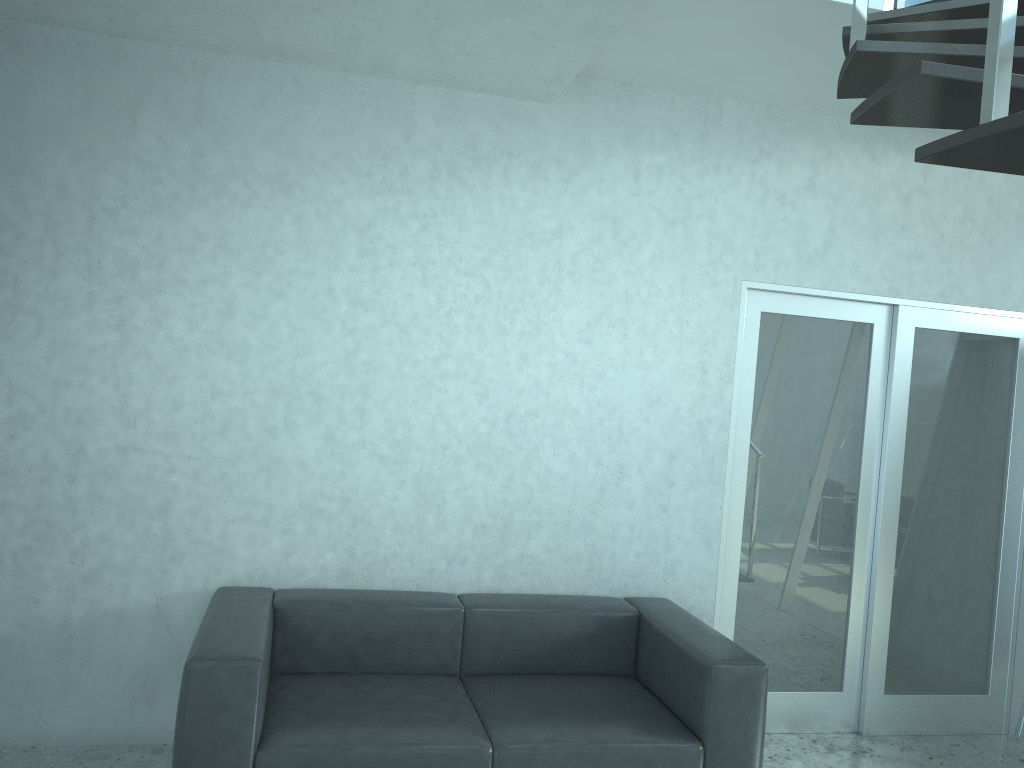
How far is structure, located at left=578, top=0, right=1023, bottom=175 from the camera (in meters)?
1.44

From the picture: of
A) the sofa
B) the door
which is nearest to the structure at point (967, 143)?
the door

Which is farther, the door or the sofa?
the door

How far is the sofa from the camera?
2.8m

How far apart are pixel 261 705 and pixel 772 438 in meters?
2.6 m

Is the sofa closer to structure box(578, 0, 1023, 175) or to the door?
the door

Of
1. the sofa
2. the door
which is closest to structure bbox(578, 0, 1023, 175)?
the door

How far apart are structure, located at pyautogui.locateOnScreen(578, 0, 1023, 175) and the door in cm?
87

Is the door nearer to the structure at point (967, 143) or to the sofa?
the sofa

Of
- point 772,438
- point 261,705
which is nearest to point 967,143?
point 261,705
